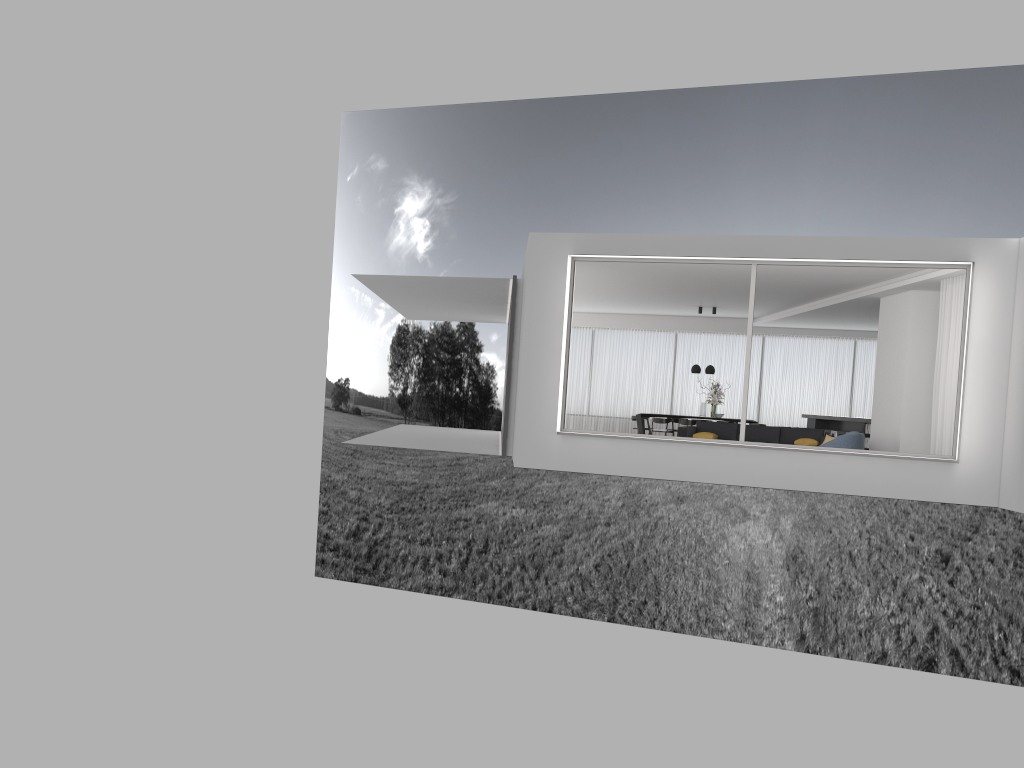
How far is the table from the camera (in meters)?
19.22

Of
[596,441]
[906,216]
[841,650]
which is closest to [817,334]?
[596,441]

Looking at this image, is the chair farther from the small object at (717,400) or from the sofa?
the small object at (717,400)

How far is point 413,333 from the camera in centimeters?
4211cm

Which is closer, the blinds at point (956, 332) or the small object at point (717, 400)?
the blinds at point (956, 332)

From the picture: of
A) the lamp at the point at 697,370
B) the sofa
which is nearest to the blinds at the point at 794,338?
the lamp at the point at 697,370

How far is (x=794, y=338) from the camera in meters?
20.6

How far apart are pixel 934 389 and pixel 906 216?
22.8m

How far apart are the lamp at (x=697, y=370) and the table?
1.5m

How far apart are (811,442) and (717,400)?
4.54m
